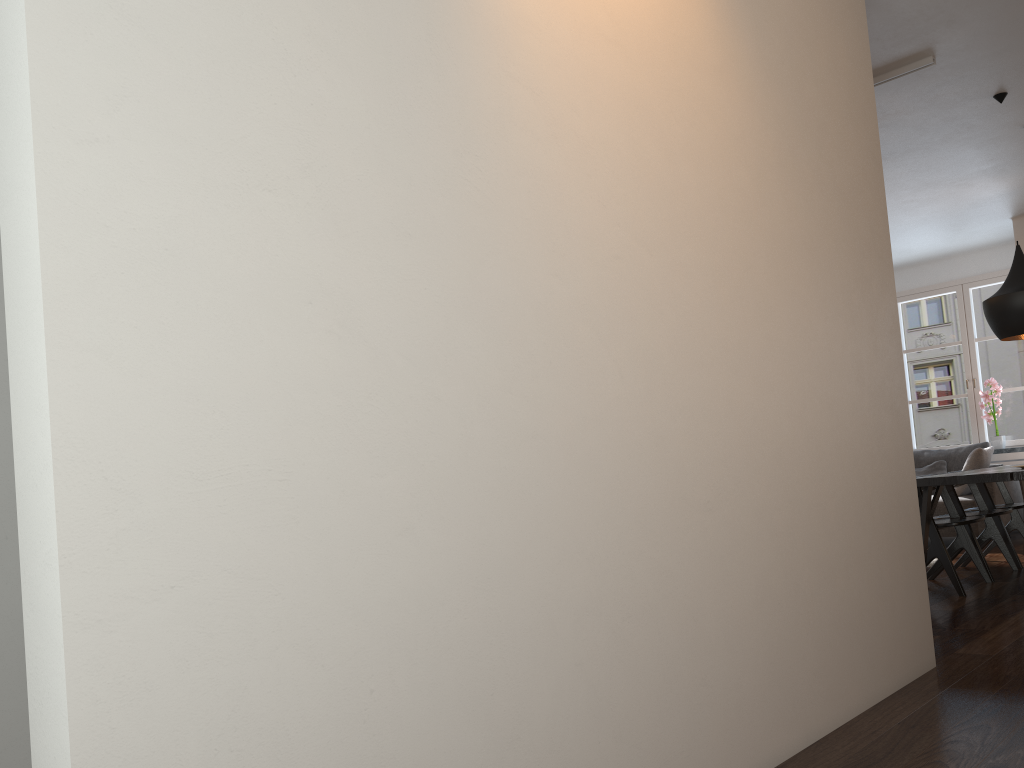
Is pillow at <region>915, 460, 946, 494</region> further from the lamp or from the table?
the lamp

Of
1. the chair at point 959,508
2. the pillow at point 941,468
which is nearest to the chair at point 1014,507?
the chair at point 959,508

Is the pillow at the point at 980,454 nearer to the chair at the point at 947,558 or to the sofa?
the sofa

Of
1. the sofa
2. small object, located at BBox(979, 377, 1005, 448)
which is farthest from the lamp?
small object, located at BBox(979, 377, 1005, 448)

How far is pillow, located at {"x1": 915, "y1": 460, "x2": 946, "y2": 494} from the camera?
8.2 meters

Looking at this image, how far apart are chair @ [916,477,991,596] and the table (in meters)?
0.13

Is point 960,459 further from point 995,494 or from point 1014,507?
point 1014,507

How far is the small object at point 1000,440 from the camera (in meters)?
8.40

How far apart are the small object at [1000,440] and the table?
3.4 meters

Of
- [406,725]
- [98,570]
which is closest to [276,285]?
[98,570]
